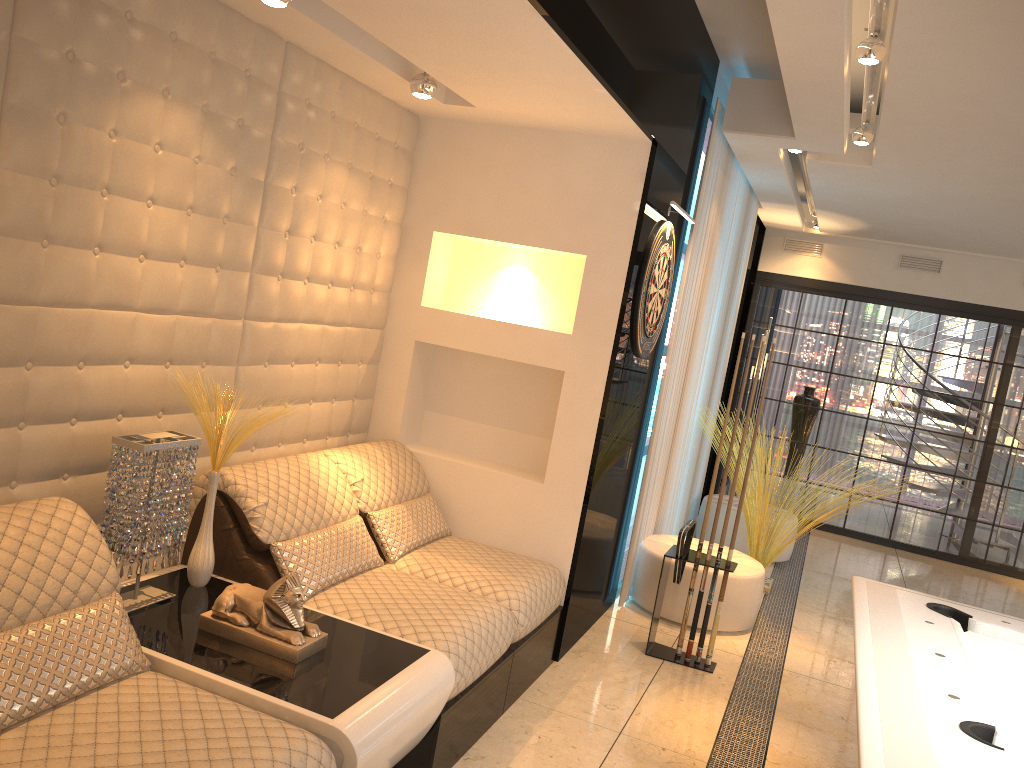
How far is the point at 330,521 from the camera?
3.35m

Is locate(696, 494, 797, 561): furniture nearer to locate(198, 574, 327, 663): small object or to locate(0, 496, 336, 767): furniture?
locate(198, 574, 327, 663): small object

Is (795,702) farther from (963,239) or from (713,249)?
(963,239)

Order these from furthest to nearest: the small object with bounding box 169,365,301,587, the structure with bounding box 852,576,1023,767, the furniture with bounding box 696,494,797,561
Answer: the furniture with bounding box 696,494,797,561 → the small object with bounding box 169,365,301,587 → the structure with bounding box 852,576,1023,767

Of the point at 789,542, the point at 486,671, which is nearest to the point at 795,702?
the point at 486,671

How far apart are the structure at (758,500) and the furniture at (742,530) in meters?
0.5 m

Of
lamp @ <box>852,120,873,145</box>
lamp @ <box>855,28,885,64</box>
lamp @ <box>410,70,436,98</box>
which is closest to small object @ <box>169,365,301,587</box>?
lamp @ <box>410,70,436,98</box>

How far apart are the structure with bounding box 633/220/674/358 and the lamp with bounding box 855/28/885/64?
1.1m

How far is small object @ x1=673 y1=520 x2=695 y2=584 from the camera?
4.1 meters

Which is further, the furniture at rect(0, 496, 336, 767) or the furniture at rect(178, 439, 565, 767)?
the furniture at rect(178, 439, 565, 767)
